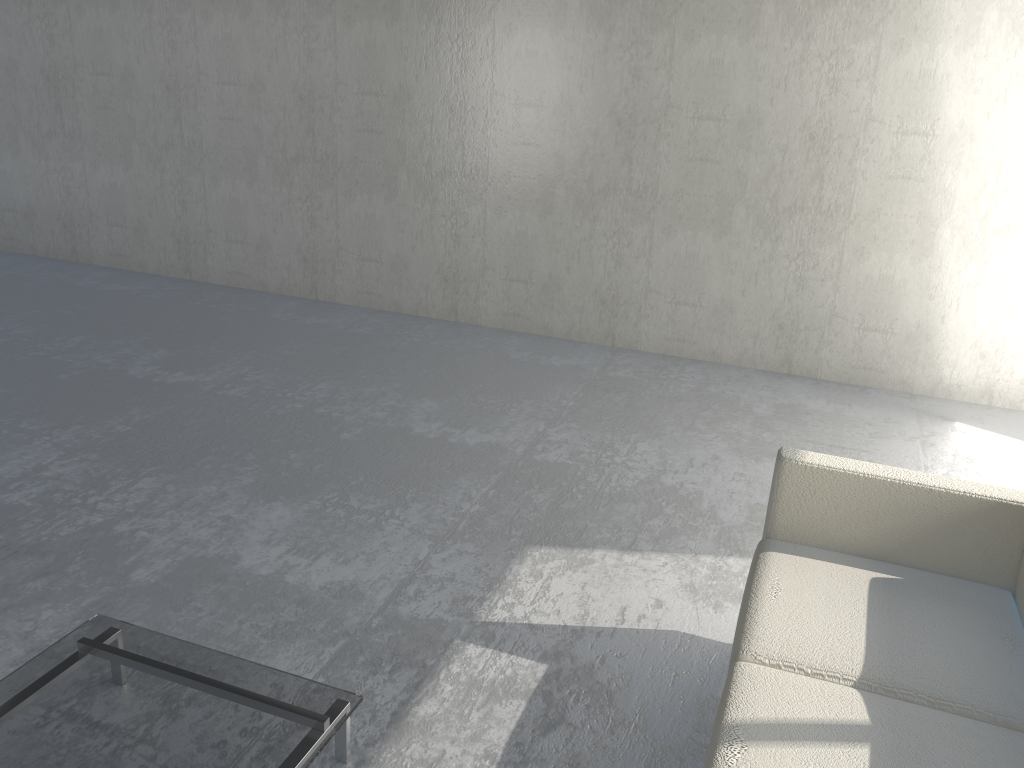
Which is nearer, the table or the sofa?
the sofa

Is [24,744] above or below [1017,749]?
below

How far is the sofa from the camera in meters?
1.6

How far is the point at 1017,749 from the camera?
1.6m

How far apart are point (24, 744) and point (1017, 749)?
1.88m

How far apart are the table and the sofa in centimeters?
76cm

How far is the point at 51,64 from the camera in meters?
6.0 m

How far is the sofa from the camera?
1.6 meters

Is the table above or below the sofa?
below
